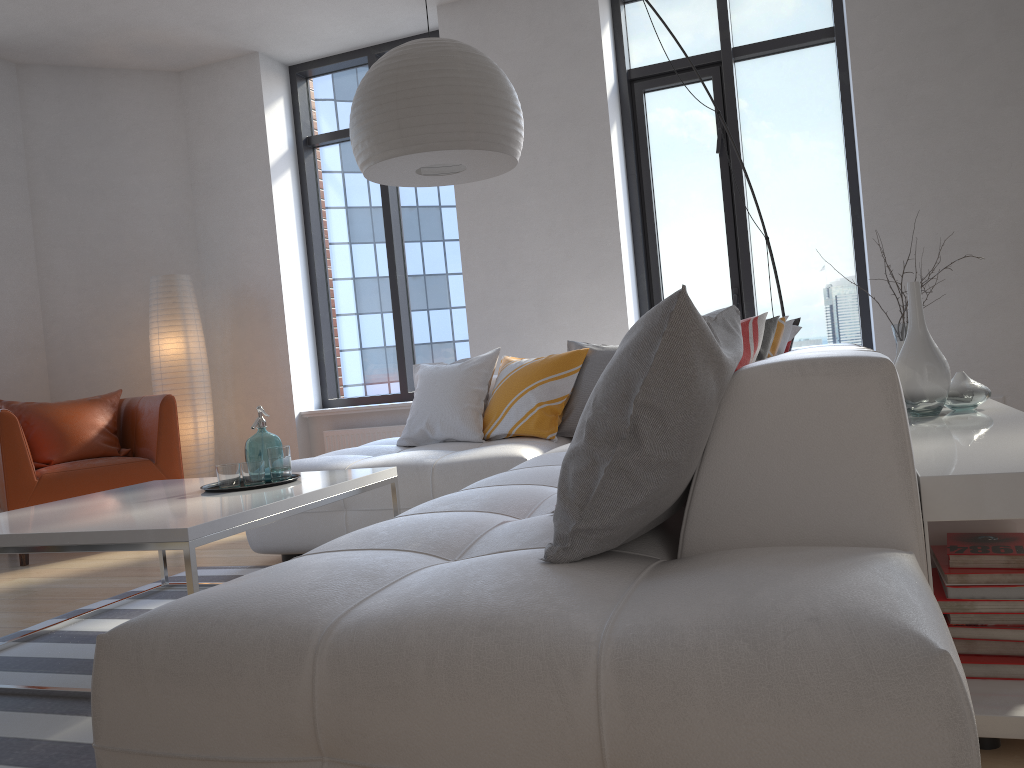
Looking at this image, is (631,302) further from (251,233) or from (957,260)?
(251,233)

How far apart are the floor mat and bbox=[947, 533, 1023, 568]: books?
1.8 meters

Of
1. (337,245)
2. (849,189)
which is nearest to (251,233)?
(337,245)

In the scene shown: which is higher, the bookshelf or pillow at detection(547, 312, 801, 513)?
pillow at detection(547, 312, 801, 513)

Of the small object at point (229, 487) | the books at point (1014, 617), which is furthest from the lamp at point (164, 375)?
the books at point (1014, 617)

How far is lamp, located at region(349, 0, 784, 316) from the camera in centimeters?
278cm

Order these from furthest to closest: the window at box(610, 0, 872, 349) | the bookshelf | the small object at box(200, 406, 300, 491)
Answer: the window at box(610, 0, 872, 349)
the small object at box(200, 406, 300, 491)
the bookshelf

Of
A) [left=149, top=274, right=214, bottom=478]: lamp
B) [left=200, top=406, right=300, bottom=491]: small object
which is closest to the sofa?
[left=200, top=406, right=300, bottom=491]: small object

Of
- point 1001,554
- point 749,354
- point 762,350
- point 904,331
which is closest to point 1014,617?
point 1001,554

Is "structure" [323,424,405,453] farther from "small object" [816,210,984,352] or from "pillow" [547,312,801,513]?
"small object" [816,210,984,352]
